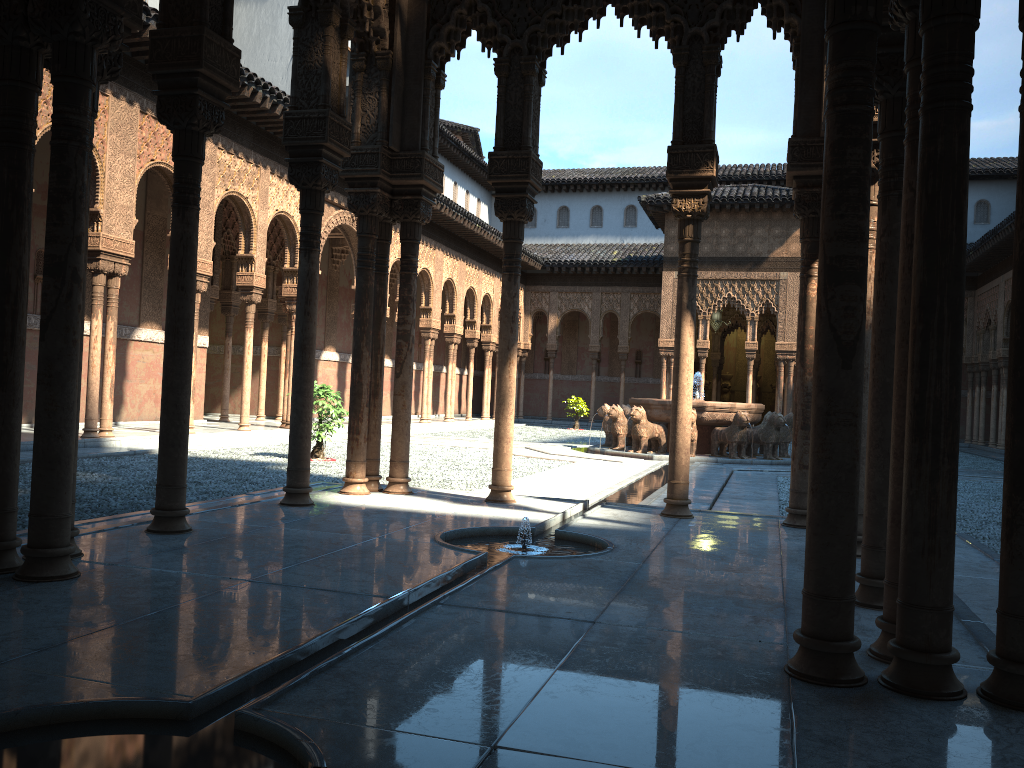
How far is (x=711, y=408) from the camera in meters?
18.2

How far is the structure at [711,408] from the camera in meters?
18.2 m

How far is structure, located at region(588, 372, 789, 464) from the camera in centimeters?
1816cm
